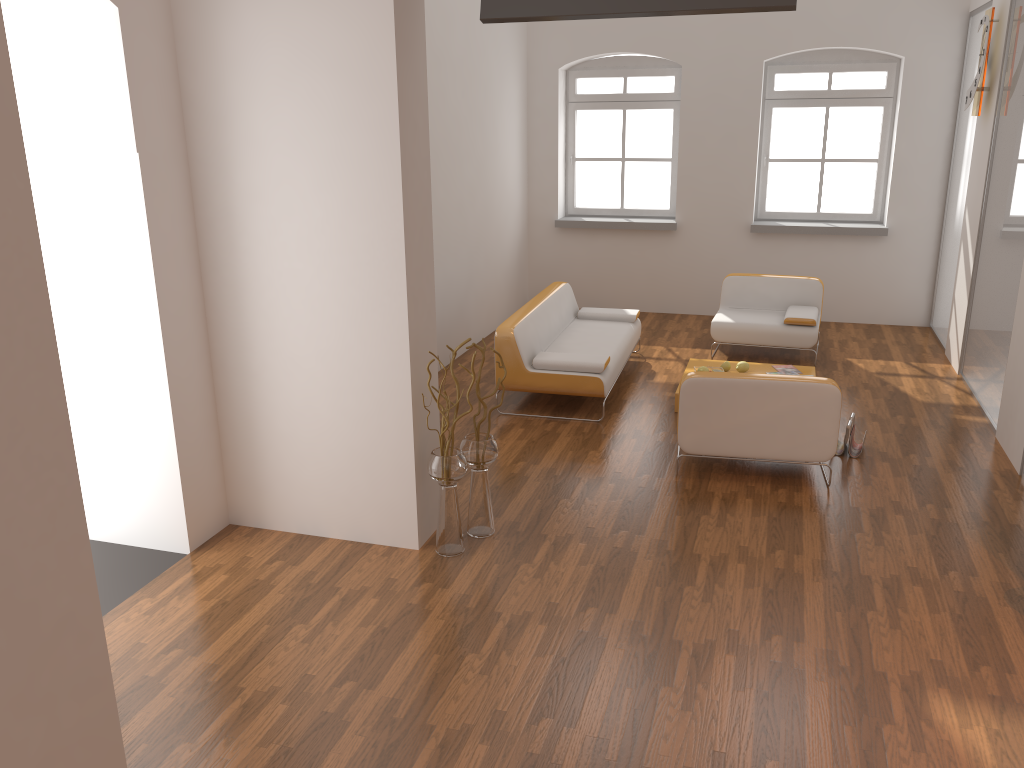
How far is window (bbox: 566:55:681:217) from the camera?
9.5m

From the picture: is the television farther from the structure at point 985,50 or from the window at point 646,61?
the window at point 646,61

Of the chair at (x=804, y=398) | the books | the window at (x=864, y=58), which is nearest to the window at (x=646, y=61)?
the window at (x=864, y=58)

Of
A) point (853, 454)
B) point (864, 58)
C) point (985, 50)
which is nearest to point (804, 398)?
point (853, 454)

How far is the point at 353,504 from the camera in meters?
4.6

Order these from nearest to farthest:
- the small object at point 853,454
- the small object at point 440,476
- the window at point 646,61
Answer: the small object at point 440,476 < the small object at point 853,454 < the window at point 646,61

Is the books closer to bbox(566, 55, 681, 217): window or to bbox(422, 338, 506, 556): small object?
bbox(566, 55, 681, 217): window

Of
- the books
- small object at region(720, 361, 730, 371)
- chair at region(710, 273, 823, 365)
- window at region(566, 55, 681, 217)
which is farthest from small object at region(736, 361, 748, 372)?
window at region(566, 55, 681, 217)

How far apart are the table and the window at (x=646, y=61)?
3.0m

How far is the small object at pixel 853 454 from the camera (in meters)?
5.73
